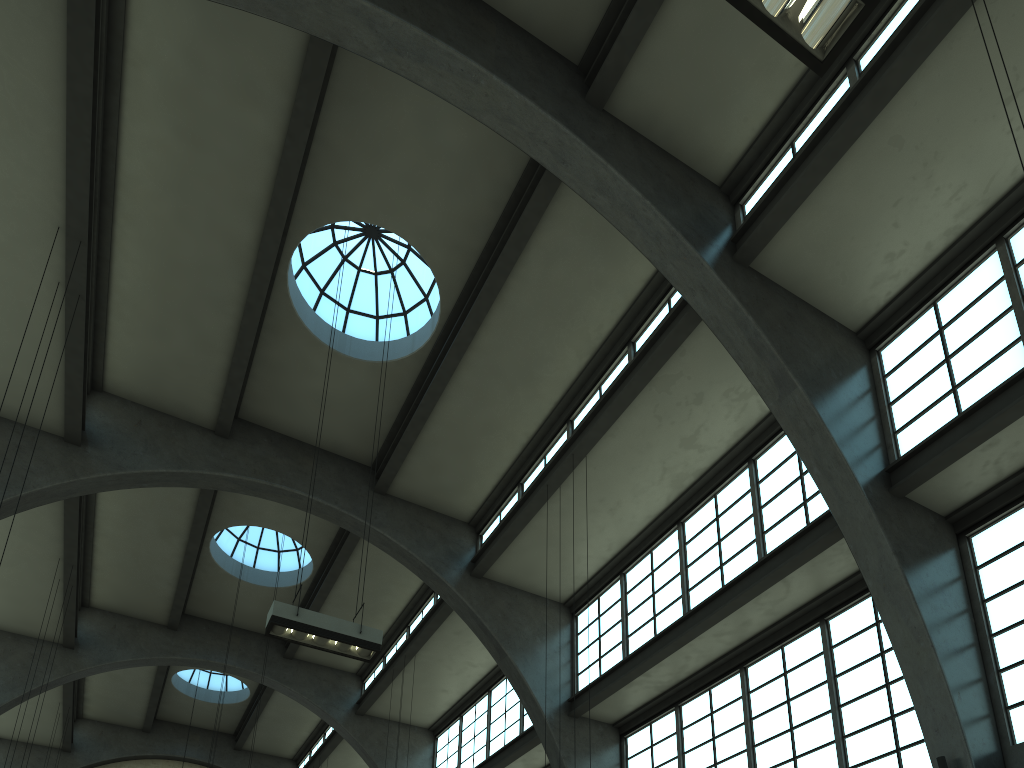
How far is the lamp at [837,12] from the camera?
5.4 meters

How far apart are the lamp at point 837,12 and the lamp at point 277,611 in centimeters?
817cm

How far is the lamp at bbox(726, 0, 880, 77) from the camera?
5.4m

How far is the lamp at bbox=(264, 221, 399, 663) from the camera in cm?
1024

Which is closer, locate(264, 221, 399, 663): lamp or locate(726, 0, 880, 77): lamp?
locate(726, 0, 880, 77): lamp

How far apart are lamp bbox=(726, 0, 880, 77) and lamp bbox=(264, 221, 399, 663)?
8.2 meters

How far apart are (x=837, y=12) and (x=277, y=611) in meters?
8.7 m
